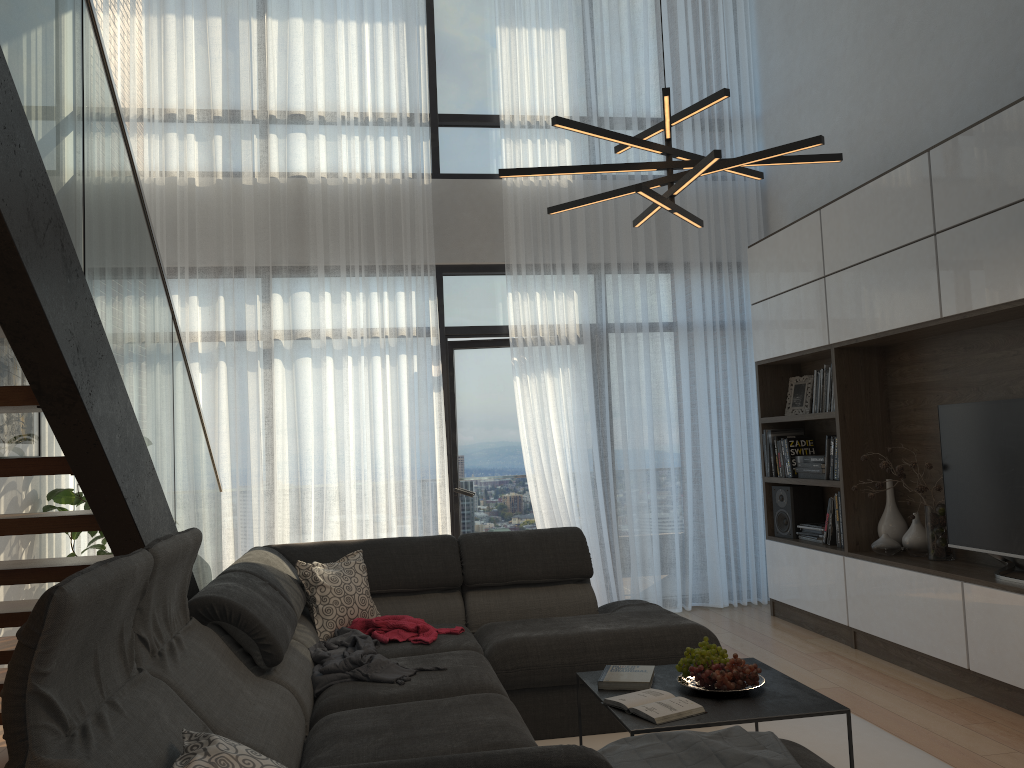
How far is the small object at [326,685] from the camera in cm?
308

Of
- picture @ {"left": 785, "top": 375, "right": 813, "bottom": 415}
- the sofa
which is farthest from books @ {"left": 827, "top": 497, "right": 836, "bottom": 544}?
the sofa

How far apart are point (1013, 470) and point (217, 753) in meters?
3.5

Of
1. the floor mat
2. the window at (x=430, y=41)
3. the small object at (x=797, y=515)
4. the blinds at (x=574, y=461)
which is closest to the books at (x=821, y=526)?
the small object at (x=797, y=515)

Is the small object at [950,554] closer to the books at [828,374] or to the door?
the books at [828,374]

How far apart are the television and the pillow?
2.8m

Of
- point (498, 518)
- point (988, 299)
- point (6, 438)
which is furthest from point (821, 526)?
point (6, 438)

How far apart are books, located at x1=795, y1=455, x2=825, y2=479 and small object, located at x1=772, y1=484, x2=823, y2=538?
0.2m

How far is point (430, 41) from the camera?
6.39m

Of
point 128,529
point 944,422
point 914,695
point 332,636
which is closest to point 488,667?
point 332,636
